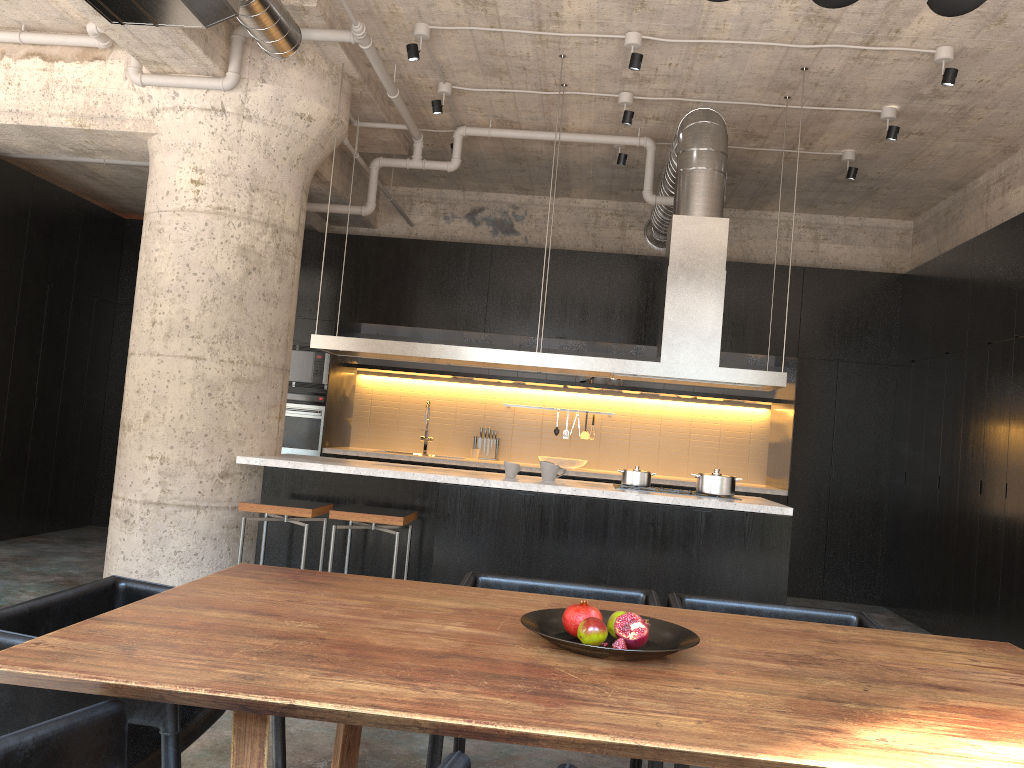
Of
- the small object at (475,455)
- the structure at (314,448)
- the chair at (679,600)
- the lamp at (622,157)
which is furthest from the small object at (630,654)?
the small object at (475,455)

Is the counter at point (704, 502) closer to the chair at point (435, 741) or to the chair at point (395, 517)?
the chair at point (395, 517)

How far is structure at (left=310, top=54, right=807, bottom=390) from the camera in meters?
5.7

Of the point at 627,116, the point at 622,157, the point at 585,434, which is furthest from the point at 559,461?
the point at 627,116

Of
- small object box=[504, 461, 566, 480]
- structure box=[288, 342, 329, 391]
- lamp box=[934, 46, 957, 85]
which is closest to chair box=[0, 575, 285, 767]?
small object box=[504, 461, 566, 480]

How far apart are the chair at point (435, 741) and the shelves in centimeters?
577cm

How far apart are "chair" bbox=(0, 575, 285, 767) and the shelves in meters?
6.5

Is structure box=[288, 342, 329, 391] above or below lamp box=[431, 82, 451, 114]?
below

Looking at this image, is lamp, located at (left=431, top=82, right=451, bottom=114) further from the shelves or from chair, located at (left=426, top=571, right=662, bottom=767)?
chair, located at (left=426, top=571, right=662, bottom=767)

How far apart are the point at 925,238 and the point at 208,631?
8.52m
